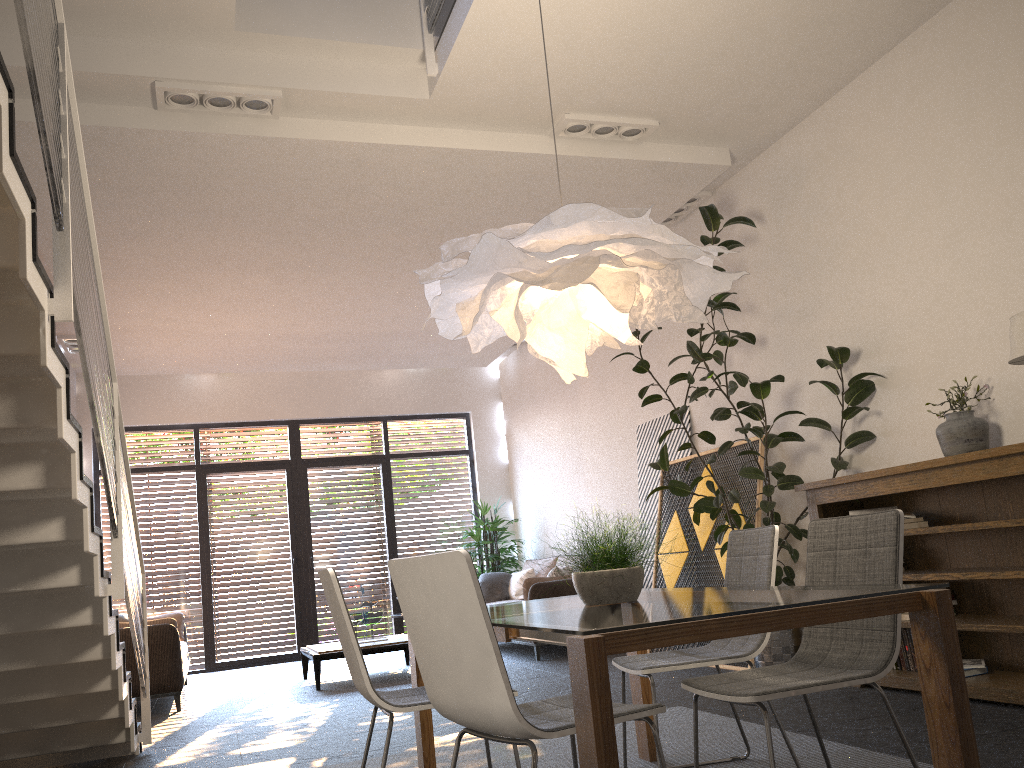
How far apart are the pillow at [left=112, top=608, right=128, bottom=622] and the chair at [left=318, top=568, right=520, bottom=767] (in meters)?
5.73

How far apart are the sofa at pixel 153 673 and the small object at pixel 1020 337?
6.0m

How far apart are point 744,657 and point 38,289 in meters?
2.6 m

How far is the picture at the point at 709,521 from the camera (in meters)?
6.71

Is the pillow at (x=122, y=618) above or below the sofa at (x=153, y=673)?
above

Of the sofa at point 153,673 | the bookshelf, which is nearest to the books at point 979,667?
the bookshelf

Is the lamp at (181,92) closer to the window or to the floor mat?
the floor mat

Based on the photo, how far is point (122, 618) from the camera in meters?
7.9

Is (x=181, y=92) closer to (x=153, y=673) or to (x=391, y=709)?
(x=391, y=709)

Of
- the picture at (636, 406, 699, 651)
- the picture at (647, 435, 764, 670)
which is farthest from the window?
the picture at (647, 435, 764, 670)
